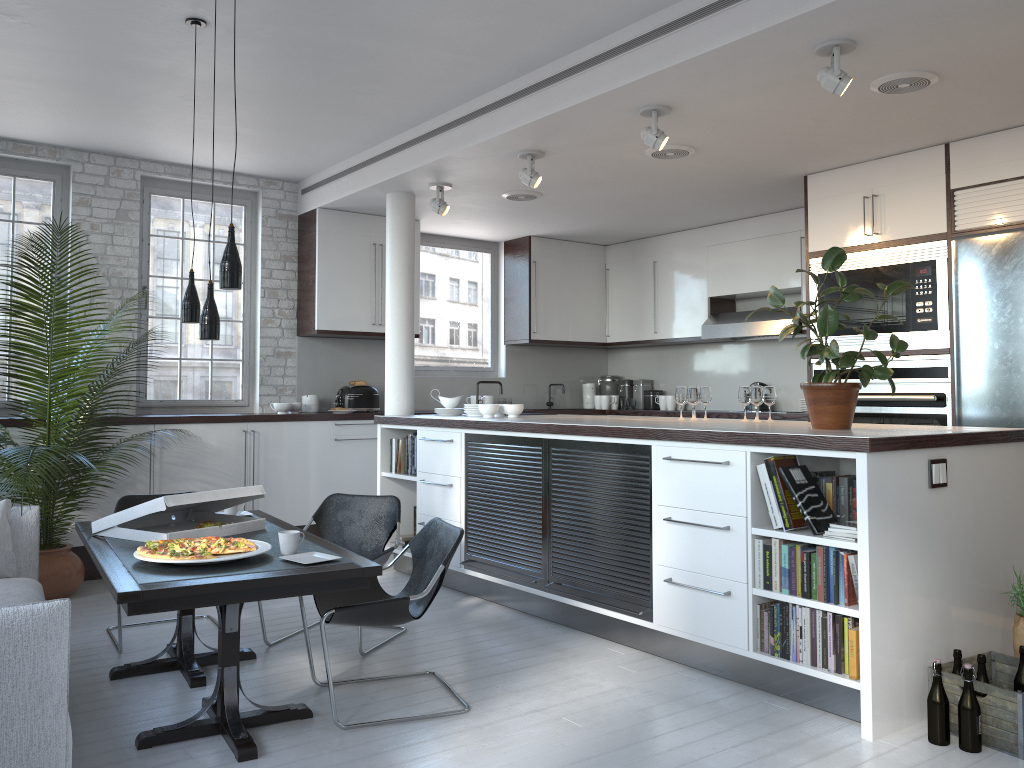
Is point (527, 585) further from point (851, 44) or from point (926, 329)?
point (851, 44)

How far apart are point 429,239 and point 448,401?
2.6m

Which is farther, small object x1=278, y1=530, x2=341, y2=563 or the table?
small object x1=278, y1=530, x2=341, y2=563

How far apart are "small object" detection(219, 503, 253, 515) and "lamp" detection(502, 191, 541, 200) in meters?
3.5

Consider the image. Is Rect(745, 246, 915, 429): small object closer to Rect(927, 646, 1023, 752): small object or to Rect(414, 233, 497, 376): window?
Rect(927, 646, 1023, 752): small object

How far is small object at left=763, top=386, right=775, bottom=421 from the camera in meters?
5.5

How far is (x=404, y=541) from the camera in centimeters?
674cm

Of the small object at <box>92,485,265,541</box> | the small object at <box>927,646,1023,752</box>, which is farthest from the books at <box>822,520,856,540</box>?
the small object at <box>92,485,265,541</box>

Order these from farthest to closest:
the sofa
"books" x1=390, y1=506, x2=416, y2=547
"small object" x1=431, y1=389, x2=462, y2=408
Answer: "small object" x1=431, y1=389, x2=462, y2=408
"books" x1=390, y1=506, x2=416, y2=547
the sofa

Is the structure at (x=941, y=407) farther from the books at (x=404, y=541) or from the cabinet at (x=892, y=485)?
the books at (x=404, y=541)
